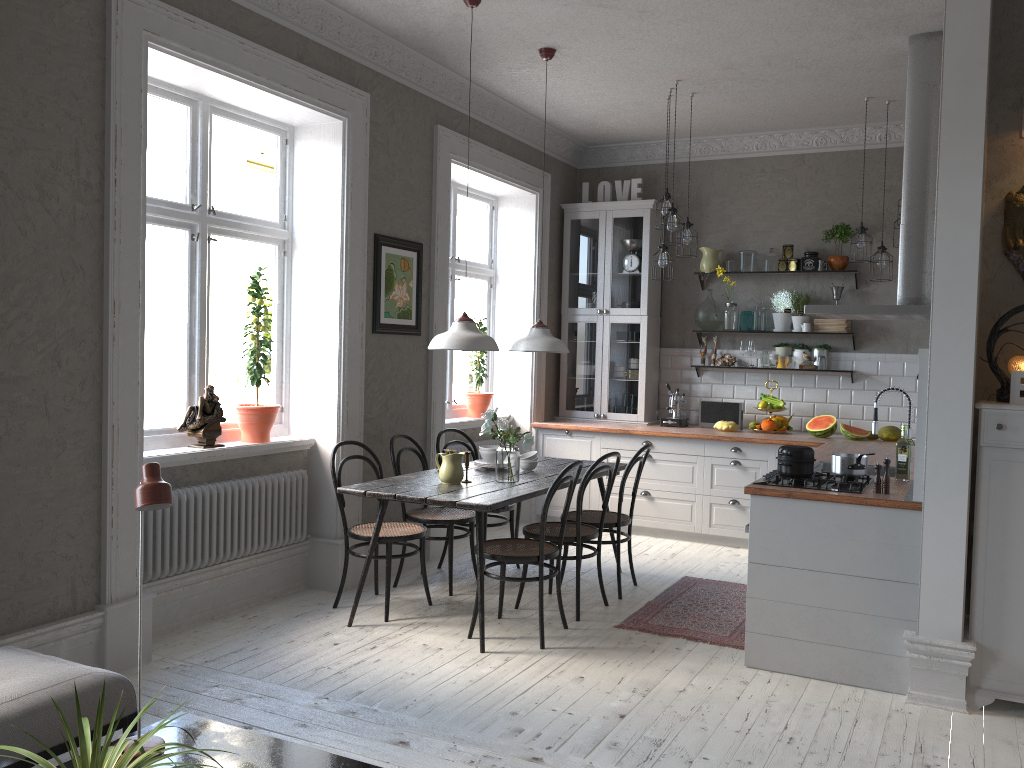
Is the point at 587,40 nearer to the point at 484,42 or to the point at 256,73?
the point at 484,42

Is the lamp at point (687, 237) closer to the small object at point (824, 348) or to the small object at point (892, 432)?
the small object at point (824, 348)

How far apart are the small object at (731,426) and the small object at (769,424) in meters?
0.2

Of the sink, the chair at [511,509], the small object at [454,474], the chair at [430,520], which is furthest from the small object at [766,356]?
the small object at [454,474]

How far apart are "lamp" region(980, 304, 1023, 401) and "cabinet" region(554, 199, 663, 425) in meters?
3.7

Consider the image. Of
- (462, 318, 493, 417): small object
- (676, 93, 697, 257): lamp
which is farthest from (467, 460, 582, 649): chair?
(462, 318, 493, 417): small object

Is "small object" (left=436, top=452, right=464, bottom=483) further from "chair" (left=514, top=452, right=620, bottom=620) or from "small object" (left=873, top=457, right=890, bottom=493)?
"small object" (left=873, top=457, right=890, bottom=493)

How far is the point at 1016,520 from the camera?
3.59m

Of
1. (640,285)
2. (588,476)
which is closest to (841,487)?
(588,476)

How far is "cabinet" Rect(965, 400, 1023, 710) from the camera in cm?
359
